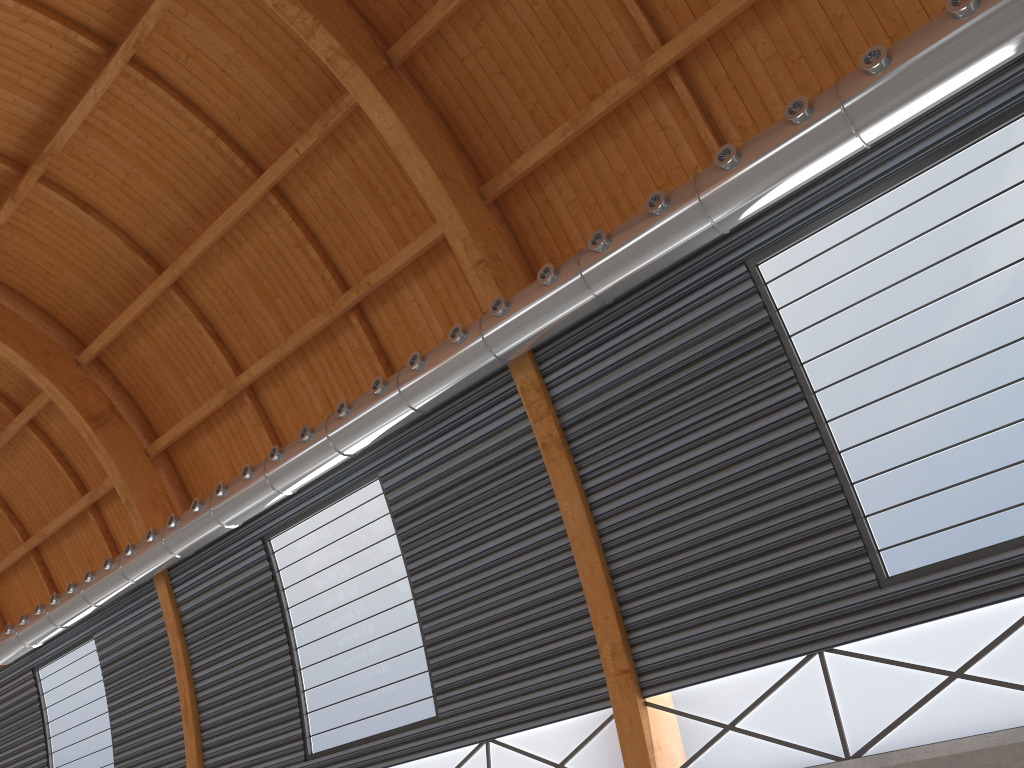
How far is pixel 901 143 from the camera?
15.3m
